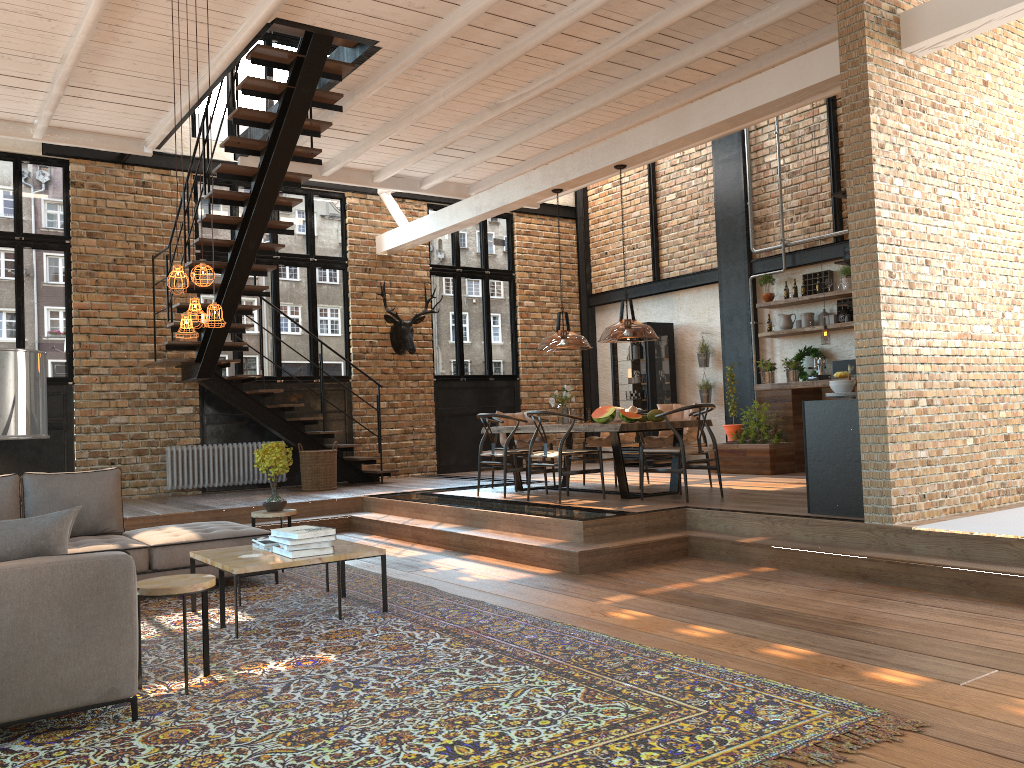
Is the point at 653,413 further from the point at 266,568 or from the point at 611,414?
the point at 266,568

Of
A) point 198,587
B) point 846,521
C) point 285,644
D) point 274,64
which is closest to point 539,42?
point 274,64

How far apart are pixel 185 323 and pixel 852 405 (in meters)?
4.58

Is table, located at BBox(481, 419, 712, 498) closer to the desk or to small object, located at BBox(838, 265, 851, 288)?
the desk

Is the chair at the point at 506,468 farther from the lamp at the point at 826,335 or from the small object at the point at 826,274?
the small object at the point at 826,274

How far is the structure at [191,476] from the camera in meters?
11.0

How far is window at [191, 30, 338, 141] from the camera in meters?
11.9

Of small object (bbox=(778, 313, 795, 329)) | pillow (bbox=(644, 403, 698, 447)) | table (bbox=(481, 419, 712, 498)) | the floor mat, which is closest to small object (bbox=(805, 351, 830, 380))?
small object (bbox=(778, 313, 795, 329))

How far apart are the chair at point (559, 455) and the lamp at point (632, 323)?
0.6 meters

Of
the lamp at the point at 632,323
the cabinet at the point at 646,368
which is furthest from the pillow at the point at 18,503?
the cabinet at the point at 646,368
